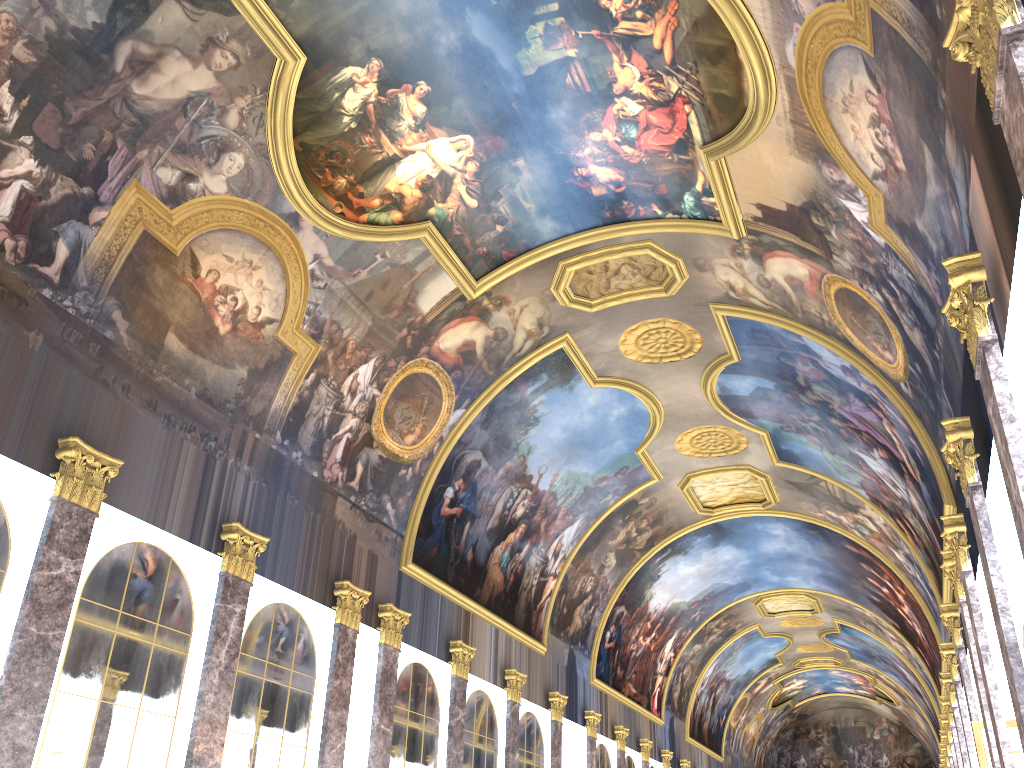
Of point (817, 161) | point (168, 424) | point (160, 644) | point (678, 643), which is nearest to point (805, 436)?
point (817, 161)
